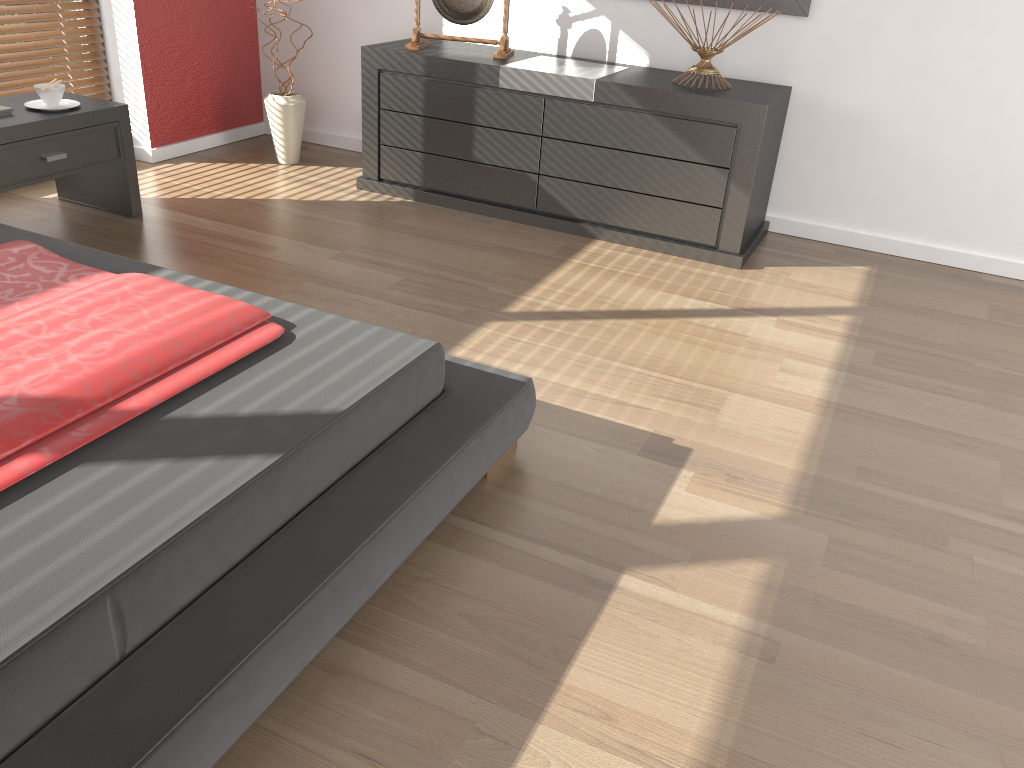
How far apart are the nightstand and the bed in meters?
0.7

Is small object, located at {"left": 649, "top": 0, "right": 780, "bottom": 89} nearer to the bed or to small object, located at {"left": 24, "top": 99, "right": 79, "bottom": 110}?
the bed

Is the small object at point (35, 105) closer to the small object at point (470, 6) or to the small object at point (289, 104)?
the small object at point (289, 104)

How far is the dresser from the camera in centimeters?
328cm

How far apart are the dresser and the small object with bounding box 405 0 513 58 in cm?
3

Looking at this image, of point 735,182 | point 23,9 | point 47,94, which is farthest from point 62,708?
point 23,9

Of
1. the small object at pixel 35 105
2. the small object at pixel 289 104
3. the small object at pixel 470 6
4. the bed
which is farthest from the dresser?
the bed

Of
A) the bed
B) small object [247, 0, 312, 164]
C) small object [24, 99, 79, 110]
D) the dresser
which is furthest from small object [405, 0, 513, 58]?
the bed

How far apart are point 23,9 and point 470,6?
1.8 meters

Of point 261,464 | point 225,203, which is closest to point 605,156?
point 225,203
